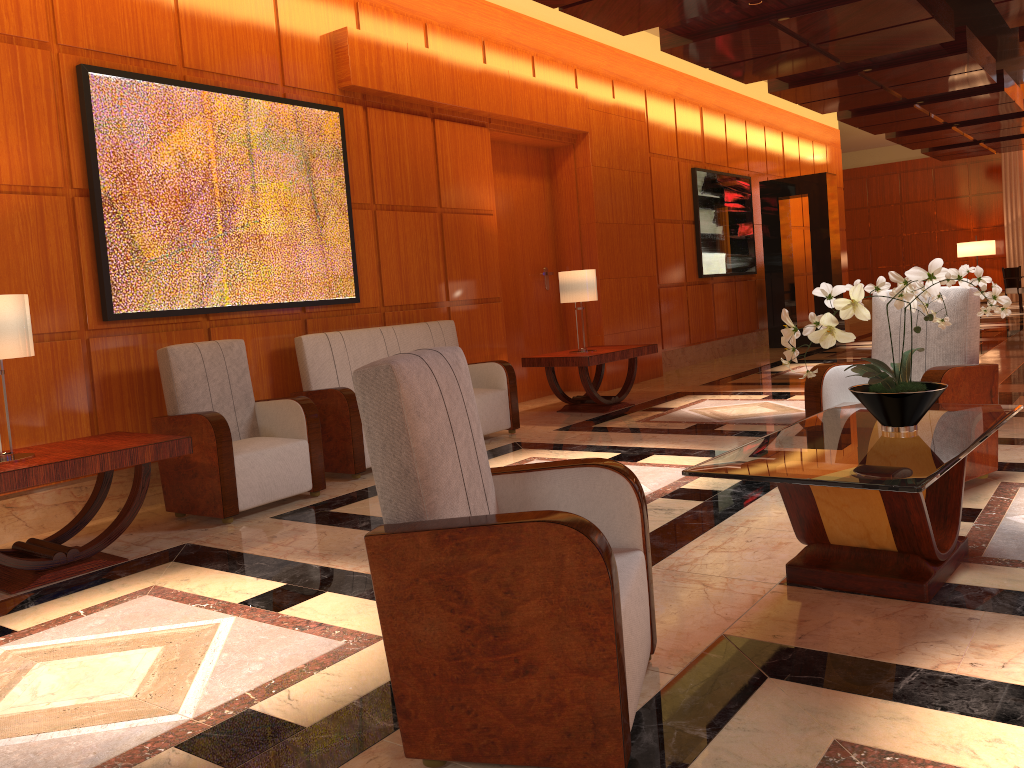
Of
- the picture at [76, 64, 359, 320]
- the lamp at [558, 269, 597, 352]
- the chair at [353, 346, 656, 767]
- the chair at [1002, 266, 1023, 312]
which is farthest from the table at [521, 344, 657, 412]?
the chair at [1002, 266, 1023, 312]

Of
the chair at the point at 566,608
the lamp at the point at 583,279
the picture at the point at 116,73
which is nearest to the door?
the lamp at the point at 583,279

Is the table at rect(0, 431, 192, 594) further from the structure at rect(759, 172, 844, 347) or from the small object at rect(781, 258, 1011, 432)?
the structure at rect(759, 172, 844, 347)

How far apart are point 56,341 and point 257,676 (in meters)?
2.98

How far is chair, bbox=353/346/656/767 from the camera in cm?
194

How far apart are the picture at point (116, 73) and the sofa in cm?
30

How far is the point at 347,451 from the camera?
5.6m

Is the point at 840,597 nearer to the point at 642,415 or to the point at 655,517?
the point at 655,517

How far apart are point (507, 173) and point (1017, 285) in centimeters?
1265cm

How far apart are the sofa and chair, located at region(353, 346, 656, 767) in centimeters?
310cm
